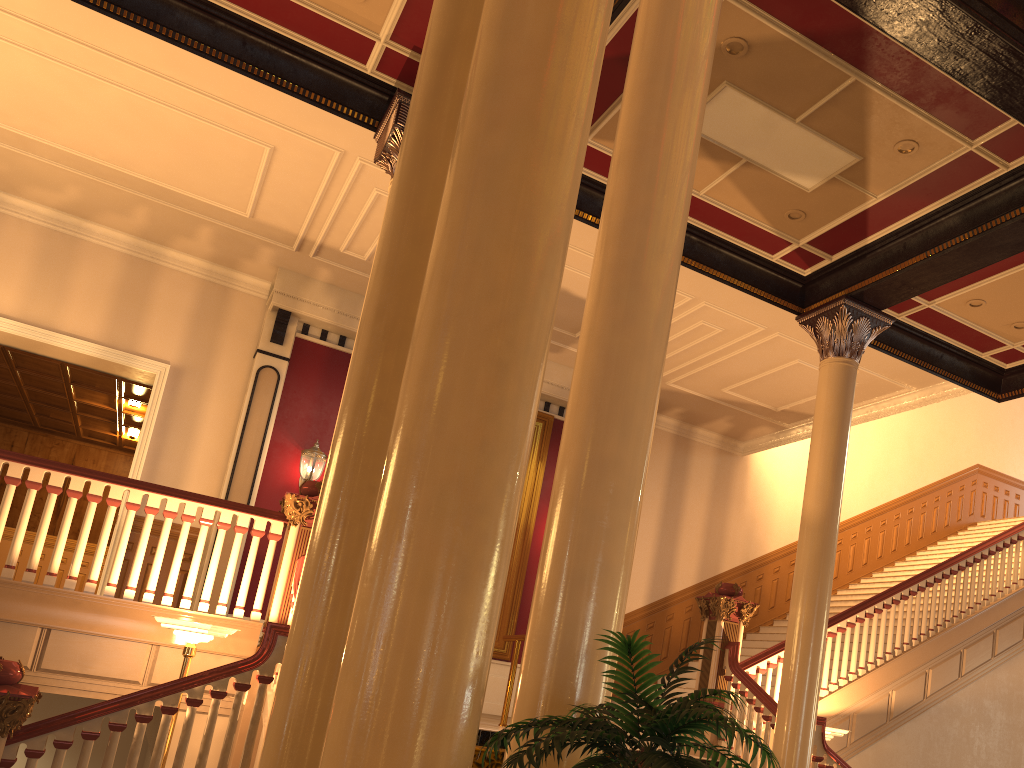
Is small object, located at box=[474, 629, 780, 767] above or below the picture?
below

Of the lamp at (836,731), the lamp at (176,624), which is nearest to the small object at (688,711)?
the lamp at (176,624)

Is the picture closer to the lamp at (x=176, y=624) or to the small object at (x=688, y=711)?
the lamp at (x=176, y=624)

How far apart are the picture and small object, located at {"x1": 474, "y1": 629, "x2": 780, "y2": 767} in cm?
874

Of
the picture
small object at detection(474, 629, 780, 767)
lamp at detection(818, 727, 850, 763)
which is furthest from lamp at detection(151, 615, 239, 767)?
the picture

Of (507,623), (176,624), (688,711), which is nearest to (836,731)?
(507,623)

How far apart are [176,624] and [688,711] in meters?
4.6

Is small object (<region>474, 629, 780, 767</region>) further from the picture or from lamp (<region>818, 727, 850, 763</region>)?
the picture

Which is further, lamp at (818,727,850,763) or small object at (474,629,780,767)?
lamp at (818,727,850,763)

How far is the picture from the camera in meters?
11.3
